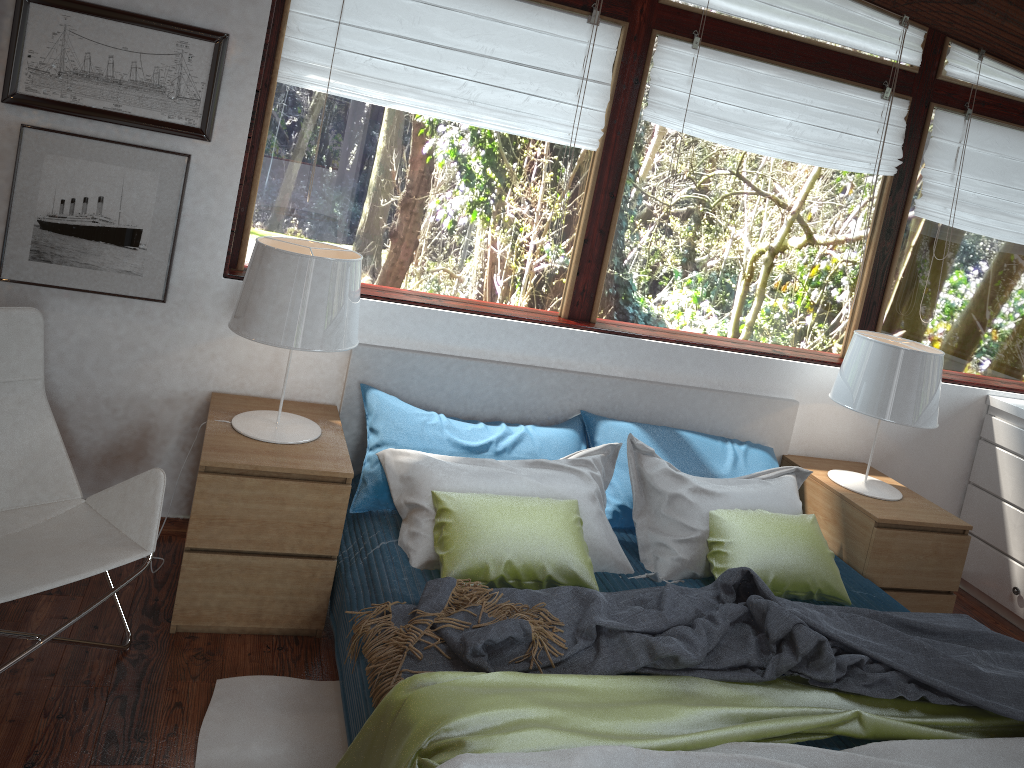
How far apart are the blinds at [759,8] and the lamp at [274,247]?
1.63m

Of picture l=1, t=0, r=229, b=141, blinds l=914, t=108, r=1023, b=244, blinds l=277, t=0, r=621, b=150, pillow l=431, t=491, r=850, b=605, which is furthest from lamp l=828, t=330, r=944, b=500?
picture l=1, t=0, r=229, b=141

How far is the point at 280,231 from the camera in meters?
3.1 m

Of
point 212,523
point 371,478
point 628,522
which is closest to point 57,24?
point 212,523

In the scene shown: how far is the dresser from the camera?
3.83m

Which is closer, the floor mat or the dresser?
the floor mat

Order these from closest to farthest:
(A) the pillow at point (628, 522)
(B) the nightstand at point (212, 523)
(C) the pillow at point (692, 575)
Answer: (B) the nightstand at point (212, 523) → (C) the pillow at point (692, 575) → (A) the pillow at point (628, 522)

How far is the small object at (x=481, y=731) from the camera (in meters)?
1.85

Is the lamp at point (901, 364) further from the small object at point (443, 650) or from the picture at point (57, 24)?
the picture at point (57, 24)

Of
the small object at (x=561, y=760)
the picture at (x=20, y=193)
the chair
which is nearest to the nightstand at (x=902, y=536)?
the small object at (x=561, y=760)
